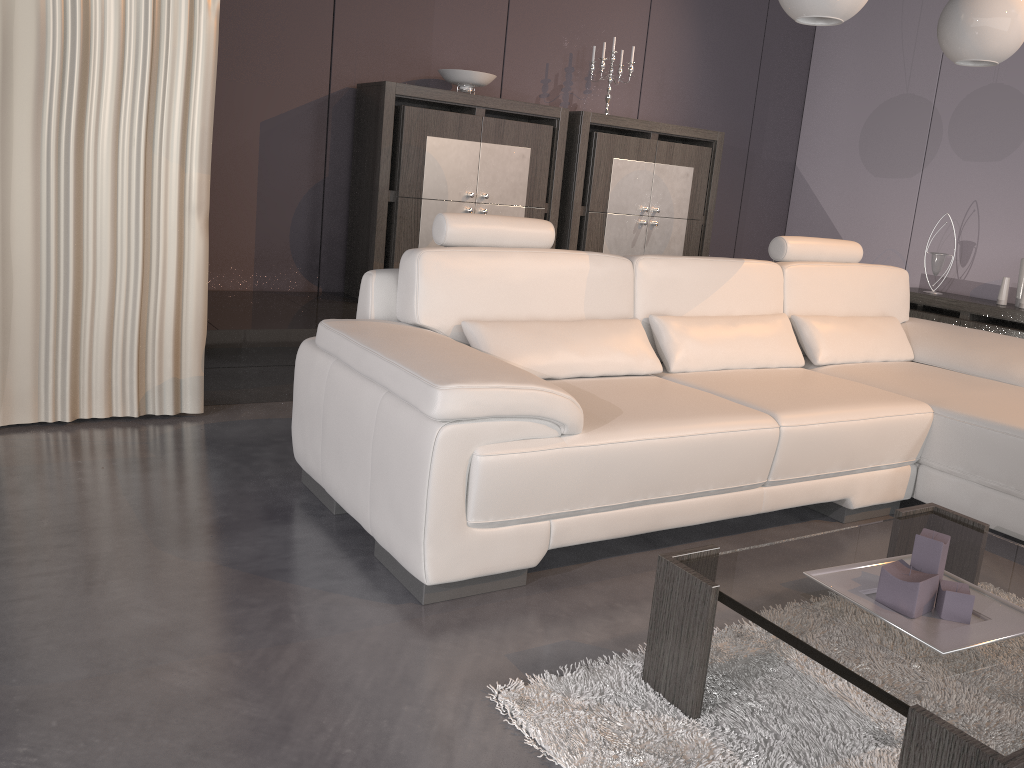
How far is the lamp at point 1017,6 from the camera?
3.09m

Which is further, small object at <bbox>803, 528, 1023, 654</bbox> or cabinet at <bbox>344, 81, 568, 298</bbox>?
cabinet at <bbox>344, 81, 568, 298</bbox>

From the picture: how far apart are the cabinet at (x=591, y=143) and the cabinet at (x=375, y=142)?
0.1 meters

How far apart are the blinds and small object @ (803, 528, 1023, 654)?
2.4 meters

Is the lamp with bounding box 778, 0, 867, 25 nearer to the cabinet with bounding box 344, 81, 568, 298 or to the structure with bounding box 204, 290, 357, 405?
the cabinet with bounding box 344, 81, 568, 298

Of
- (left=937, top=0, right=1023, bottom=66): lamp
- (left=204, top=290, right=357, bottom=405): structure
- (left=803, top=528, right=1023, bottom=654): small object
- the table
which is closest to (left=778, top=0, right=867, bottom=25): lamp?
(left=937, top=0, right=1023, bottom=66): lamp

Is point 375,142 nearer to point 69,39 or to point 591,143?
point 591,143

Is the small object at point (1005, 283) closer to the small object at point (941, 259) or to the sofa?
the small object at point (941, 259)

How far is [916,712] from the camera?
1.3m

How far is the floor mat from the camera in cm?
160
